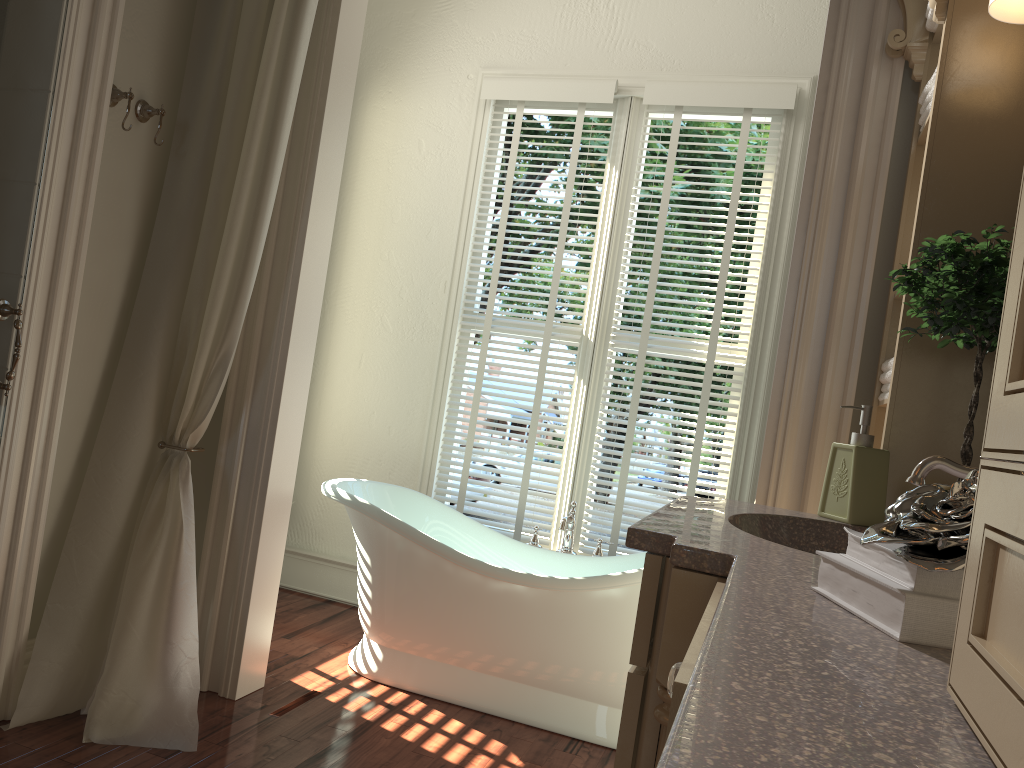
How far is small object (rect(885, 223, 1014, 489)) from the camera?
1.5m

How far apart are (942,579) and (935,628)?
0.0 meters

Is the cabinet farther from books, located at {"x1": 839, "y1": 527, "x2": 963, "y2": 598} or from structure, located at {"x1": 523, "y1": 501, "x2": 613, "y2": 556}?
structure, located at {"x1": 523, "y1": 501, "x2": 613, "y2": 556}

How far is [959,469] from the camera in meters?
1.4

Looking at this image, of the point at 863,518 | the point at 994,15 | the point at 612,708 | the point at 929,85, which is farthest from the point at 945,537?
the point at 612,708

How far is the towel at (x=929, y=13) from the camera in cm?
207

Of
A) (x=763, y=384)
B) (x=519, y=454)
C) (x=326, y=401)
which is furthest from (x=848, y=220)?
(x=519, y=454)

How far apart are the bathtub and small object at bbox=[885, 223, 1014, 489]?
1.31m

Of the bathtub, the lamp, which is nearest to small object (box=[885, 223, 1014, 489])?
the lamp

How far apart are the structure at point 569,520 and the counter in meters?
1.6
